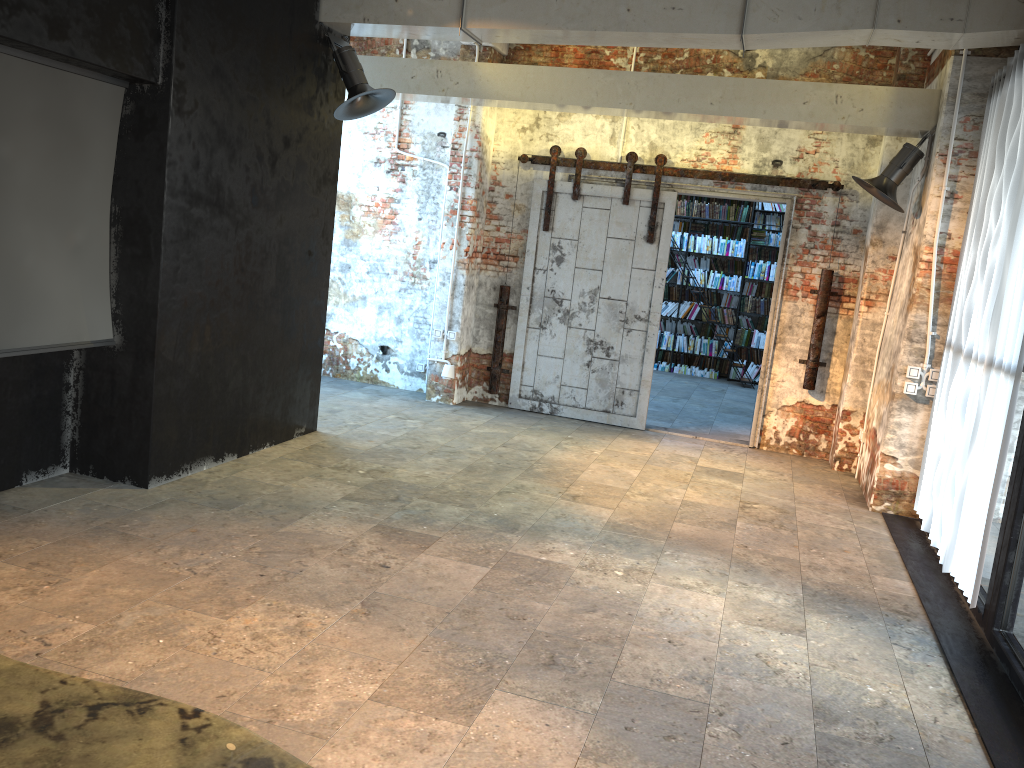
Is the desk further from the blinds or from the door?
the door

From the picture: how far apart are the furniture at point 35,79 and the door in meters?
4.5

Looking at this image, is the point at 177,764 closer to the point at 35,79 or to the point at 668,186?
the point at 35,79

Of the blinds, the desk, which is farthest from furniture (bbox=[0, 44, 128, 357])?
the blinds

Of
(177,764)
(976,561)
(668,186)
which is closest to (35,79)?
(177,764)

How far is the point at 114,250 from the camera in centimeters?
523cm

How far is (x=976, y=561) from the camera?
4.68m

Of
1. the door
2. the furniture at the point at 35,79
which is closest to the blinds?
the door

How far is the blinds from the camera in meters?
4.7 m

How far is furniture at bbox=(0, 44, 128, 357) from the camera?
4.49m
